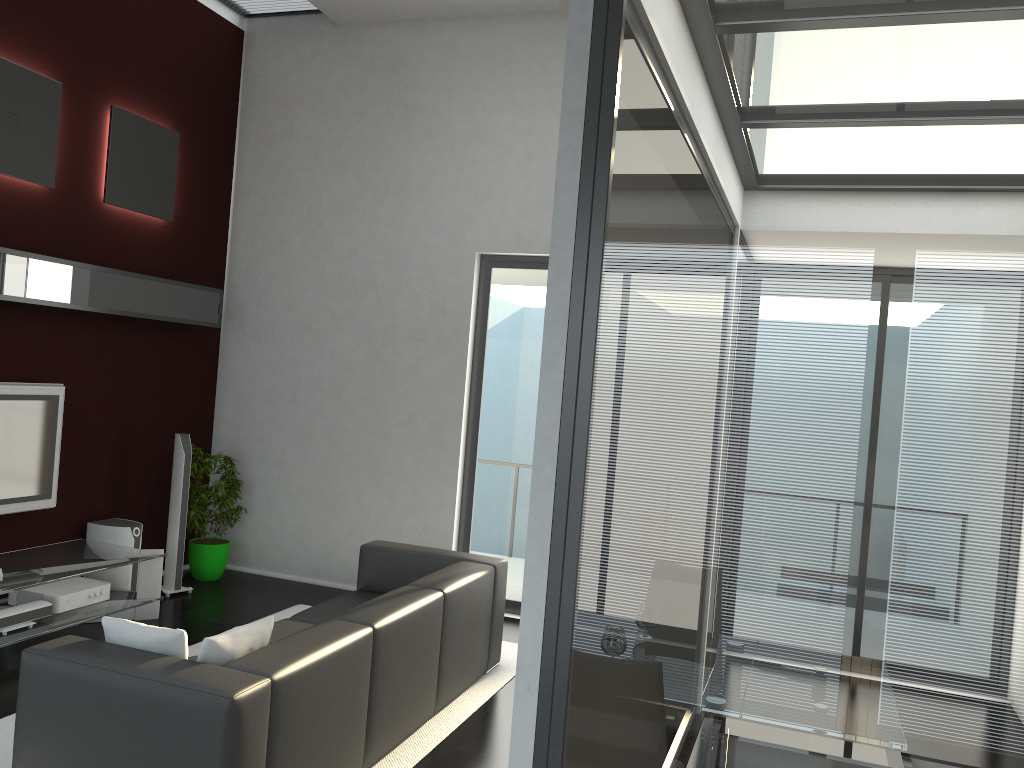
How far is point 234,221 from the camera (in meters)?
7.45

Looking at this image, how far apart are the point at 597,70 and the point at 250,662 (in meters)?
2.44

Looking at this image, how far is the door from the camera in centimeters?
667cm

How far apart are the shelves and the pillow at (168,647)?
2.6m

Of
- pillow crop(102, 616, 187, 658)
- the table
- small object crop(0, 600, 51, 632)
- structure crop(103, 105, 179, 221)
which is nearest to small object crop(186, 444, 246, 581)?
the table

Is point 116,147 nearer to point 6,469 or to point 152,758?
point 6,469

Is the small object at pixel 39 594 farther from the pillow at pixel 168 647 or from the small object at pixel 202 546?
the pillow at pixel 168 647

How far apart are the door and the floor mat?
0.8 meters

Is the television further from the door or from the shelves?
the door

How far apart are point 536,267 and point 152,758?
4.5m
